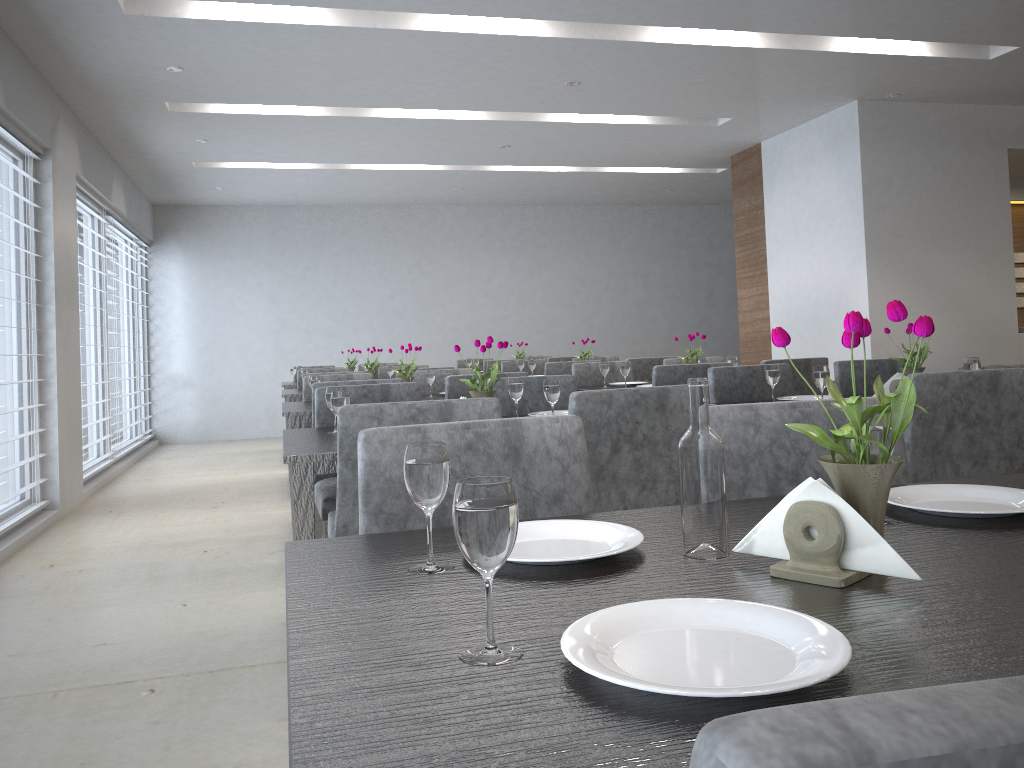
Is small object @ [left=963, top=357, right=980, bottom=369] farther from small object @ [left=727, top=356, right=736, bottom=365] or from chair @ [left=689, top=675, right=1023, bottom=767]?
chair @ [left=689, top=675, right=1023, bottom=767]

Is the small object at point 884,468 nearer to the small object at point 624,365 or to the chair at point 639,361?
the small object at point 624,365

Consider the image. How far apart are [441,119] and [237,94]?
1.42m

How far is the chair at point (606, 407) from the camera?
2.2 meters

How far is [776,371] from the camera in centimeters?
309cm

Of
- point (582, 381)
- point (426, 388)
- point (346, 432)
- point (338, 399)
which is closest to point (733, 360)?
point (582, 381)

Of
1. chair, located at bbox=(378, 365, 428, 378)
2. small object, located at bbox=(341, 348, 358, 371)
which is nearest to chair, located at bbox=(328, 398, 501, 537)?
chair, located at bbox=(378, 365, 428, 378)

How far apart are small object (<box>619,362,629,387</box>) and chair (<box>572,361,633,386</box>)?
0.70m

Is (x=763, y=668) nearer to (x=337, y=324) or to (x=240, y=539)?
(x=240, y=539)

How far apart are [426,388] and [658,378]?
1.44m
